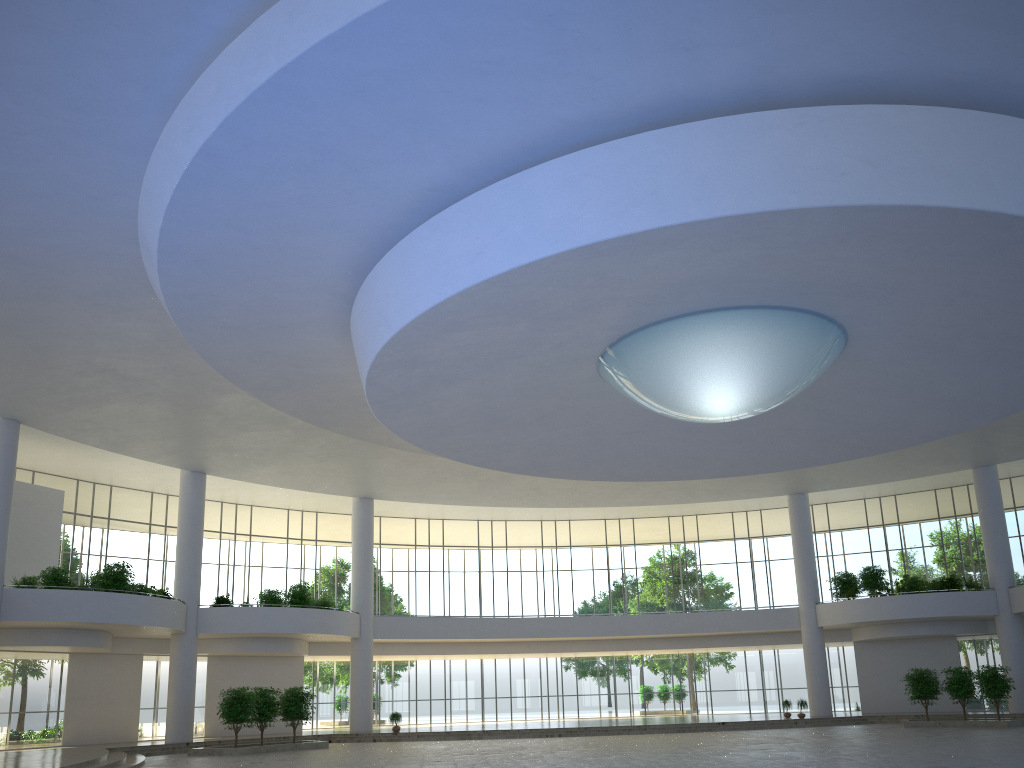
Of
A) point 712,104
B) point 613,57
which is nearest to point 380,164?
point 613,57
